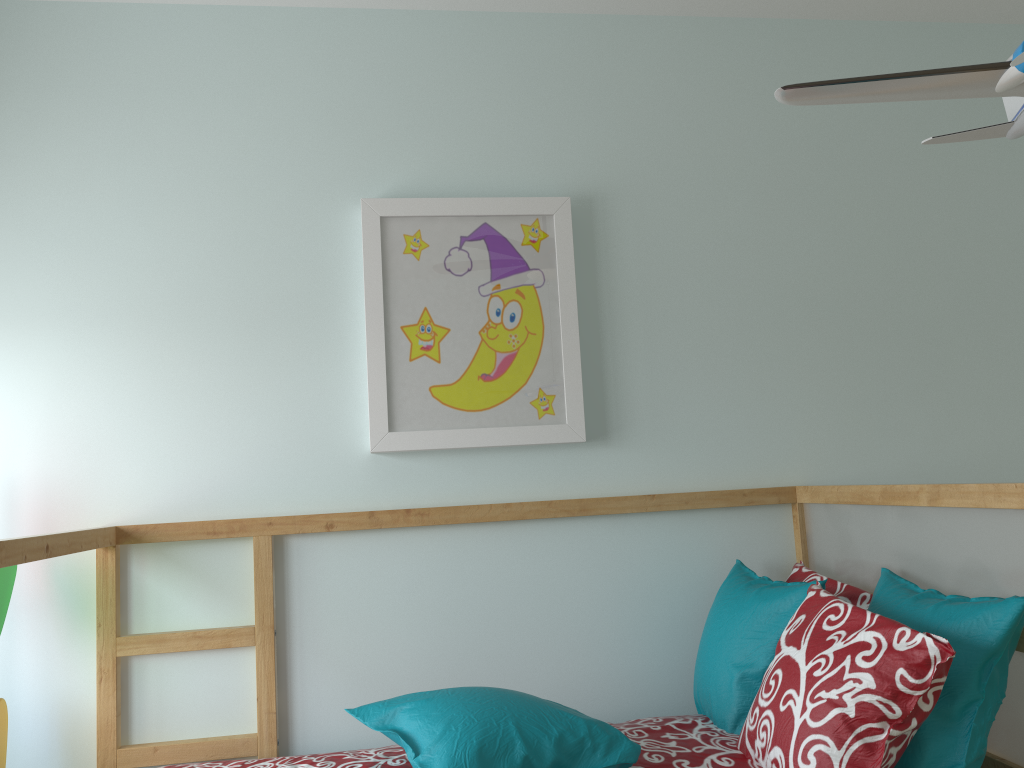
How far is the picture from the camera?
2.0m

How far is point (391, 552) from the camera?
2.04m

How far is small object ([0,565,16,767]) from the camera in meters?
1.8 m

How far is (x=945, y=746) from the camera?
1.4 meters

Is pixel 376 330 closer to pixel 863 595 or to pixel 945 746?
pixel 863 595

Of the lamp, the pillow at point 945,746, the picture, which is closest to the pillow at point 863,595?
the pillow at point 945,746

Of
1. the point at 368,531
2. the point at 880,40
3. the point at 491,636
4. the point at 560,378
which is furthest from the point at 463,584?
the point at 880,40

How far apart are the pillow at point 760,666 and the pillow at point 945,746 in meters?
0.1 m

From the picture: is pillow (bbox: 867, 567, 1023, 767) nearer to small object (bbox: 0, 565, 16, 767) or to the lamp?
the lamp

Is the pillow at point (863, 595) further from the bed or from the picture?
the picture
